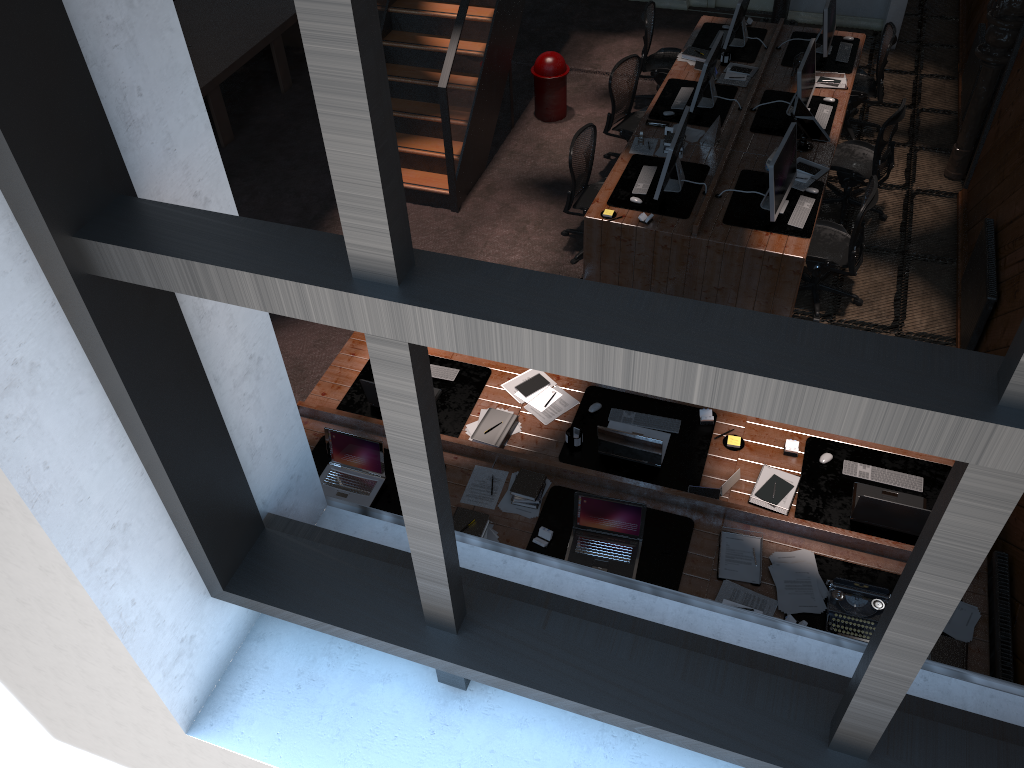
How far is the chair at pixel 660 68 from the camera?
9.4m

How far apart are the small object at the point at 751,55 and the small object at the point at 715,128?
1.7m

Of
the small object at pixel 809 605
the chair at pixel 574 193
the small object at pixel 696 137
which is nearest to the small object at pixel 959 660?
the small object at pixel 809 605

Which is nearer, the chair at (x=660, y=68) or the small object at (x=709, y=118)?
the small object at (x=709, y=118)

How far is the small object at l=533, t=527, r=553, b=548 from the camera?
4.87m

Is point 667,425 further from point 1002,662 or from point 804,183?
point 804,183

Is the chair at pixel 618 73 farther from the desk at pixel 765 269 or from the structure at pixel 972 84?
the structure at pixel 972 84

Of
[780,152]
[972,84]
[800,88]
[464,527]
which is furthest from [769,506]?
[972,84]

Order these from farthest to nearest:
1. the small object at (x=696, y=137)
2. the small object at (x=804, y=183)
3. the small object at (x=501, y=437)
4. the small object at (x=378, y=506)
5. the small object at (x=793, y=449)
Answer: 1. the small object at (x=696, y=137)
2. the small object at (x=804, y=183)
3. the small object at (x=501, y=437)
4. the small object at (x=793, y=449)
5. the small object at (x=378, y=506)

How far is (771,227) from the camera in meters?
6.9 m
